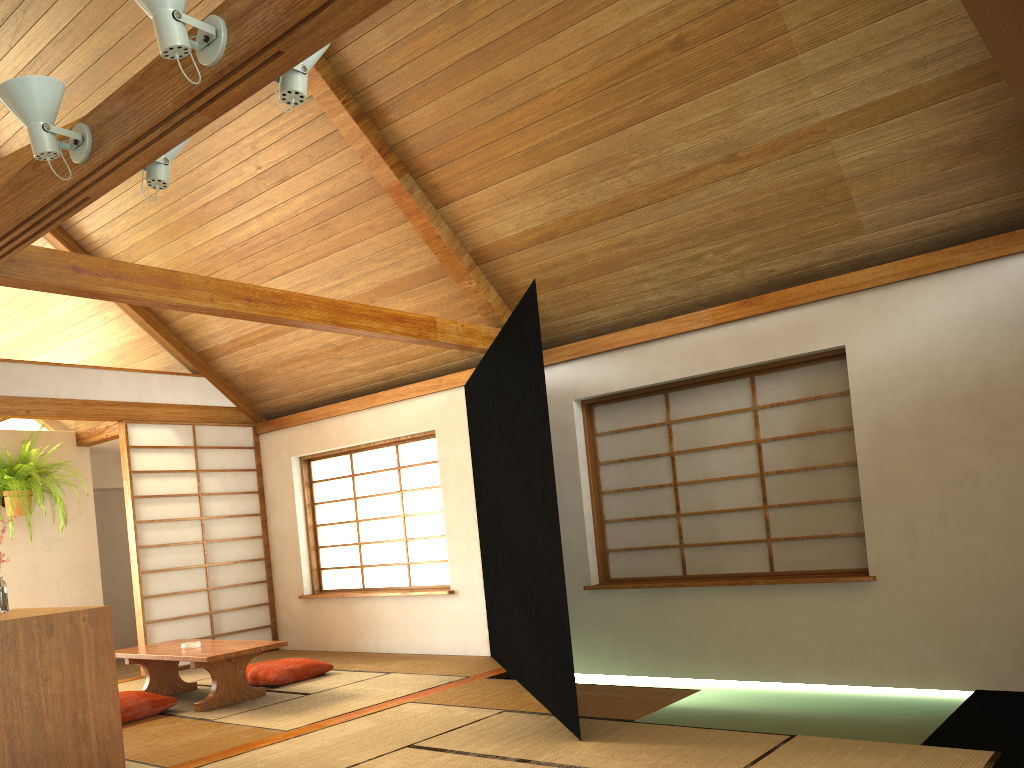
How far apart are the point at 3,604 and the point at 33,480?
3.27m

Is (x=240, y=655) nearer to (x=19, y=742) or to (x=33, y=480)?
(x=19, y=742)

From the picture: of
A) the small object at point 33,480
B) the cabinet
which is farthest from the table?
the small object at point 33,480

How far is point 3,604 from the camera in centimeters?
393cm

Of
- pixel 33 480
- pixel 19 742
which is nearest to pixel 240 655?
pixel 19 742

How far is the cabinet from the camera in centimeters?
328cm

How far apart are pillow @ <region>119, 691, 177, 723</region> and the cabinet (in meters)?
1.09

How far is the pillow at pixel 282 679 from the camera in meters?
5.6 m

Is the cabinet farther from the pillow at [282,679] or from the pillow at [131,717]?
the pillow at [282,679]

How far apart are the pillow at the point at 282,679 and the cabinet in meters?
1.9
